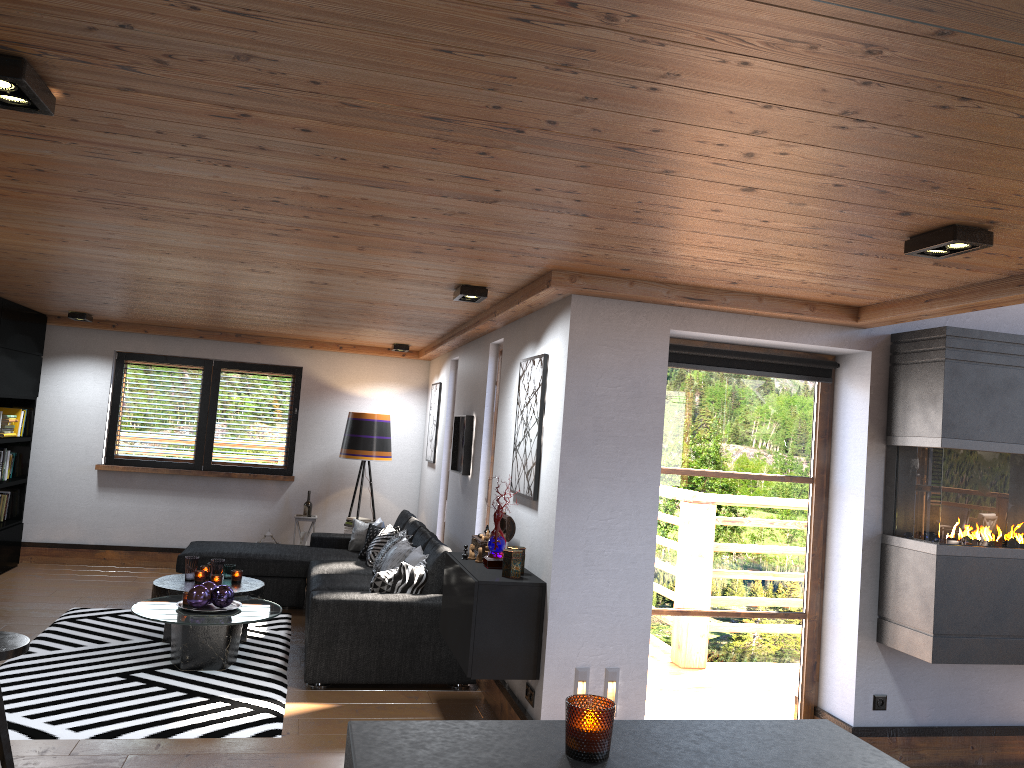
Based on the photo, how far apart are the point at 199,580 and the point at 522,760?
5.4 meters

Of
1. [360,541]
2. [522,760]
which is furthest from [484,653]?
[360,541]

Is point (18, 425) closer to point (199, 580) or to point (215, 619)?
point (199, 580)

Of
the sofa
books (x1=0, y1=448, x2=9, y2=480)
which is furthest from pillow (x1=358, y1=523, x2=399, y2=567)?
books (x1=0, y1=448, x2=9, y2=480)

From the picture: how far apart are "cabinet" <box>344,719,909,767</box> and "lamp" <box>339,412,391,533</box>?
7.30m

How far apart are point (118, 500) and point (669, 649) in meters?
6.3

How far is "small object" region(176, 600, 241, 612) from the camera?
5.6m

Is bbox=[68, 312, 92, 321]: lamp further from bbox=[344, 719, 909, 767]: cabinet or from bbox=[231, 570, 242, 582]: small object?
bbox=[344, 719, 909, 767]: cabinet

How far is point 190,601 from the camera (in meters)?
5.51

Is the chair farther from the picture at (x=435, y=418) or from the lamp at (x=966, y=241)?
the picture at (x=435, y=418)
